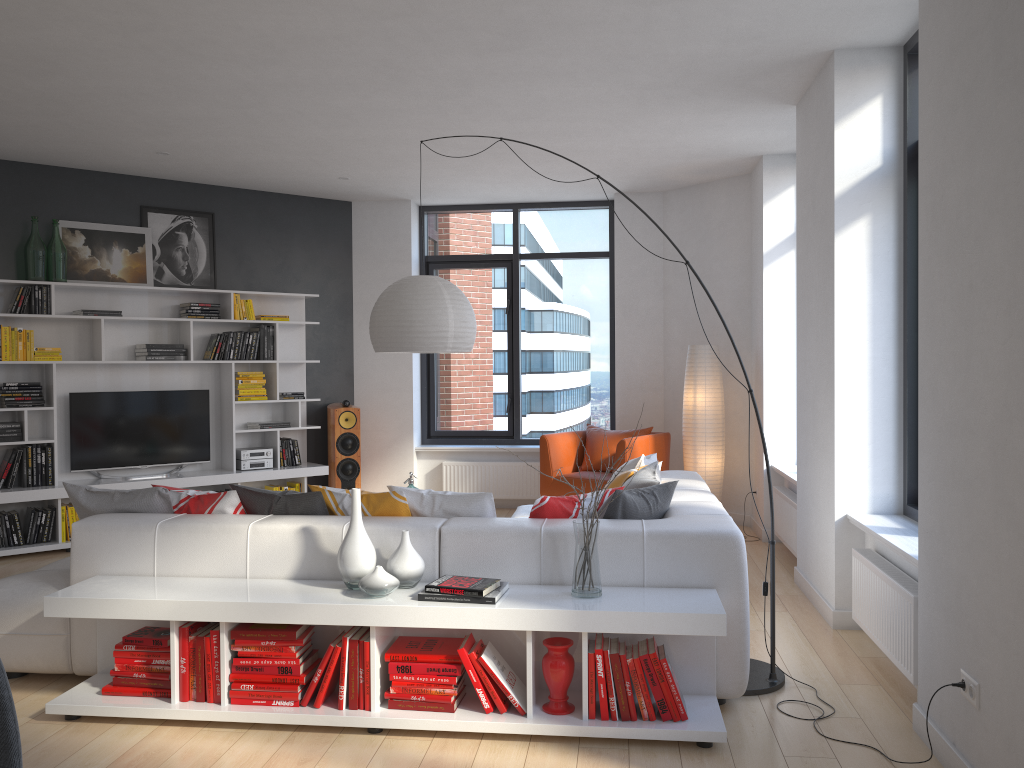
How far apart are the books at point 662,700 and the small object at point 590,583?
0.3 meters

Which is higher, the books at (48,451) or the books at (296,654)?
the books at (48,451)

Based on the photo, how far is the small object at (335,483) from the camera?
8.10m

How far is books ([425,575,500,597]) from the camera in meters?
3.3

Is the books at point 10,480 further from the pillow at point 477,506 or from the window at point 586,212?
the pillow at point 477,506

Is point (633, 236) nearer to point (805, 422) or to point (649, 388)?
point (649, 388)

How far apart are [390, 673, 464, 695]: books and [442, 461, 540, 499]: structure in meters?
5.1

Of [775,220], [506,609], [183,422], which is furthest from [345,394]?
[506,609]

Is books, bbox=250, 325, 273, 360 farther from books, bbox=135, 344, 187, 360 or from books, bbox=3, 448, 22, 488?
books, bbox=3, 448, 22, 488

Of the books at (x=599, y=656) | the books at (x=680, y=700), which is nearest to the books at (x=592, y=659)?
the books at (x=599, y=656)
